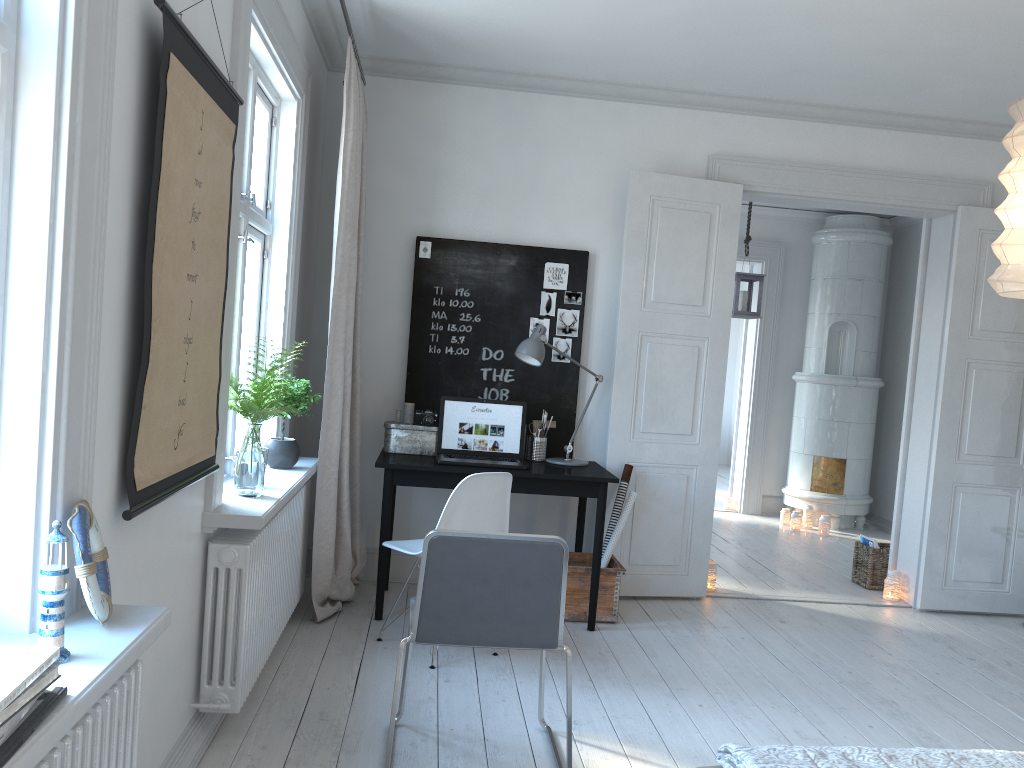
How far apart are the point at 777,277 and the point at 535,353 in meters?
4.4

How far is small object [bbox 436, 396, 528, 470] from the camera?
4.4m

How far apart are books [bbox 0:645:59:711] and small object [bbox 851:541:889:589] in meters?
5.2

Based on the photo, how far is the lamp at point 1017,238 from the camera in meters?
2.4 m

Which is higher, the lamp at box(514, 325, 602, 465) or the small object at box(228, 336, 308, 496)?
the lamp at box(514, 325, 602, 465)

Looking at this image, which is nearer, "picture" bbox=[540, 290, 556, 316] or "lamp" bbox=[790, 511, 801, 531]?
"picture" bbox=[540, 290, 556, 316]

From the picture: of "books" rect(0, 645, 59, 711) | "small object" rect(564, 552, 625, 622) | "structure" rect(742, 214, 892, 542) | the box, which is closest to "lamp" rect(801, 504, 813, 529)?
"structure" rect(742, 214, 892, 542)

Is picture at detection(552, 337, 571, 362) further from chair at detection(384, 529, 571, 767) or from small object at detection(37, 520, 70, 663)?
small object at detection(37, 520, 70, 663)

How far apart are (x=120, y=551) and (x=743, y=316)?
5.2 meters

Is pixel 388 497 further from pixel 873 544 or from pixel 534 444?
pixel 873 544
